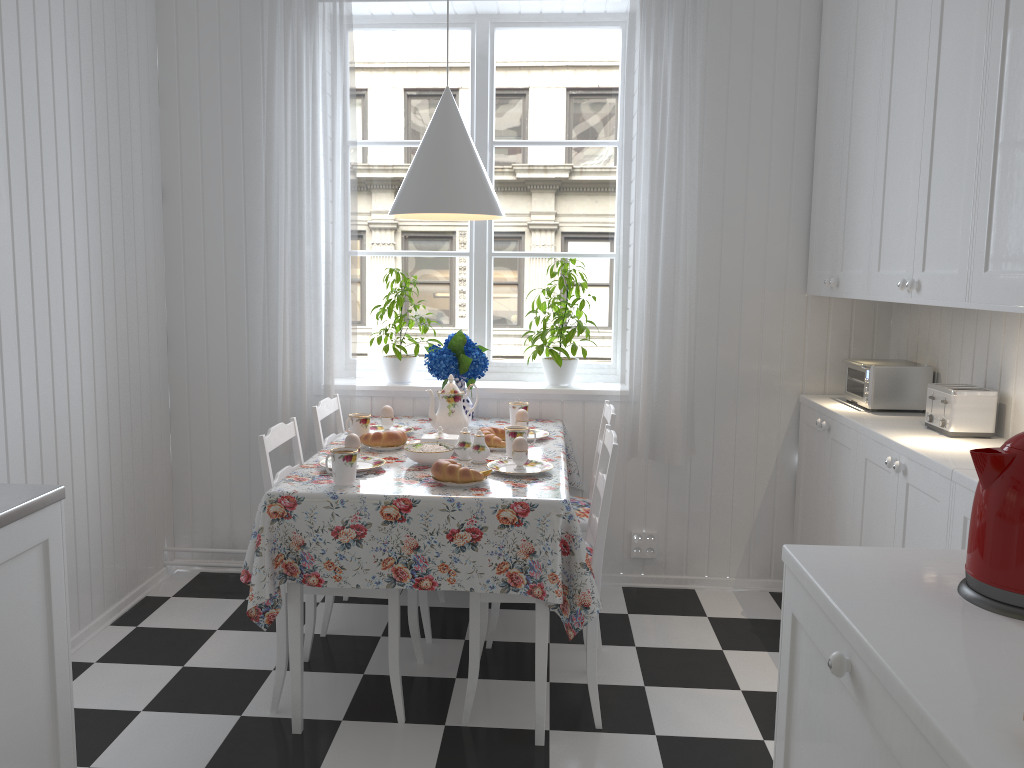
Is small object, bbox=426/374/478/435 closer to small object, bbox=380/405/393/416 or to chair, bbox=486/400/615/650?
small object, bbox=380/405/393/416

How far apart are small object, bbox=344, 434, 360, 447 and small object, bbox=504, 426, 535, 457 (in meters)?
0.48

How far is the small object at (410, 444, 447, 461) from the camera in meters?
2.7 m

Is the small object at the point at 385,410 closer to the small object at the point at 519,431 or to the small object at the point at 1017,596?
the small object at the point at 519,431

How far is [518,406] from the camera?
3.34m

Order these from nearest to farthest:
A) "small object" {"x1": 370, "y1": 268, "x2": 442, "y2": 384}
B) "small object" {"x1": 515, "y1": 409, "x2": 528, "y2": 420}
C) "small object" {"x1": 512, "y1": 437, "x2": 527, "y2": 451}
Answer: "small object" {"x1": 512, "y1": 437, "x2": 527, "y2": 451}, "small object" {"x1": 515, "y1": 409, "x2": 528, "y2": 420}, "small object" {"x1": 370, "y1": 268, "x2": 442, "y2": 384}

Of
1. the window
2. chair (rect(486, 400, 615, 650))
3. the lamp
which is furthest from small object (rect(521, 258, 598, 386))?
the lamp

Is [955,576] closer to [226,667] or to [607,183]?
[226,667]

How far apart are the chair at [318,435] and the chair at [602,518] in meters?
0.3 m

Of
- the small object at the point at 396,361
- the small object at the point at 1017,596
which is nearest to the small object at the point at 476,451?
the small object at the point at 396,361
